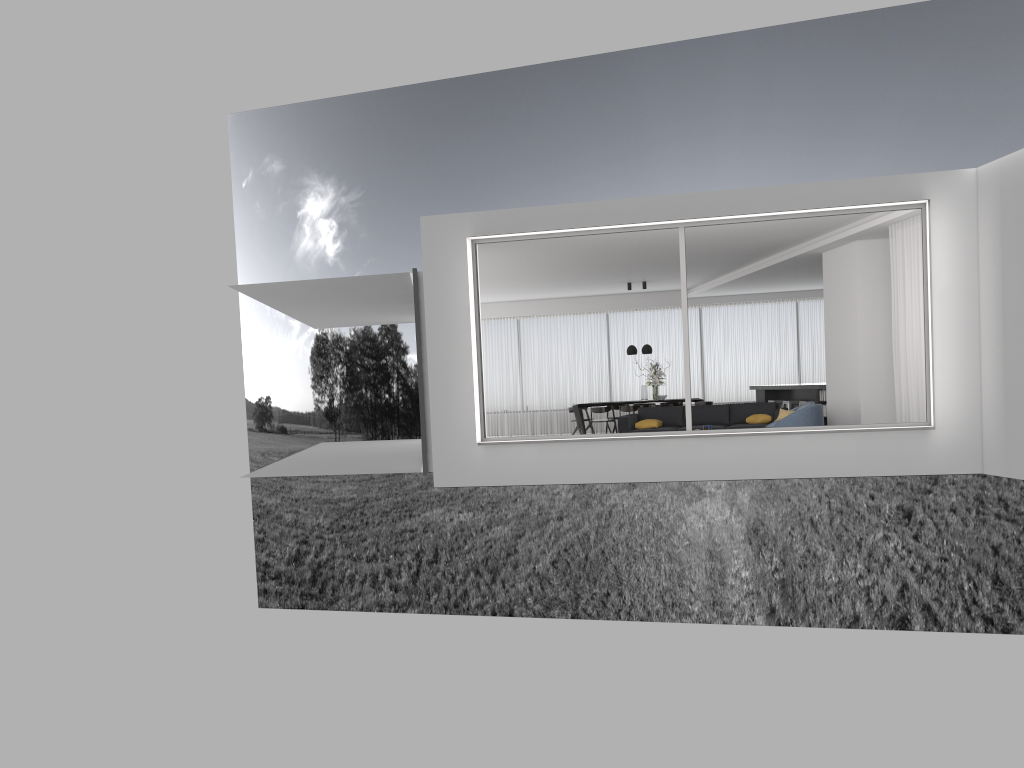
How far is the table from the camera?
17.9m

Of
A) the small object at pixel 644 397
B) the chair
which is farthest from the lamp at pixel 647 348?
the chair

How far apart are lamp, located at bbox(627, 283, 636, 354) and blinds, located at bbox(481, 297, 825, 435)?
2.2m

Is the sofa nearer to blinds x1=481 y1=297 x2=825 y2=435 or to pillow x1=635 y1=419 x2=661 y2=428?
pillow x1=635 y1=419 x2=661 y2=428

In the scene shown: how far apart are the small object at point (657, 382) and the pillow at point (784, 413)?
5.38m

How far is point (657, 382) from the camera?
17.7m

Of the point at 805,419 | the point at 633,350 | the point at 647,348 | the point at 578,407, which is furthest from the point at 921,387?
the point at 578,407

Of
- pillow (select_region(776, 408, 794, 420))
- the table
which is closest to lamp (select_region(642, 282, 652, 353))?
the table

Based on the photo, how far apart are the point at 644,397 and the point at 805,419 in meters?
6.9

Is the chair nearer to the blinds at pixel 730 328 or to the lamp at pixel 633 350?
the lamp at pixel 633 350
